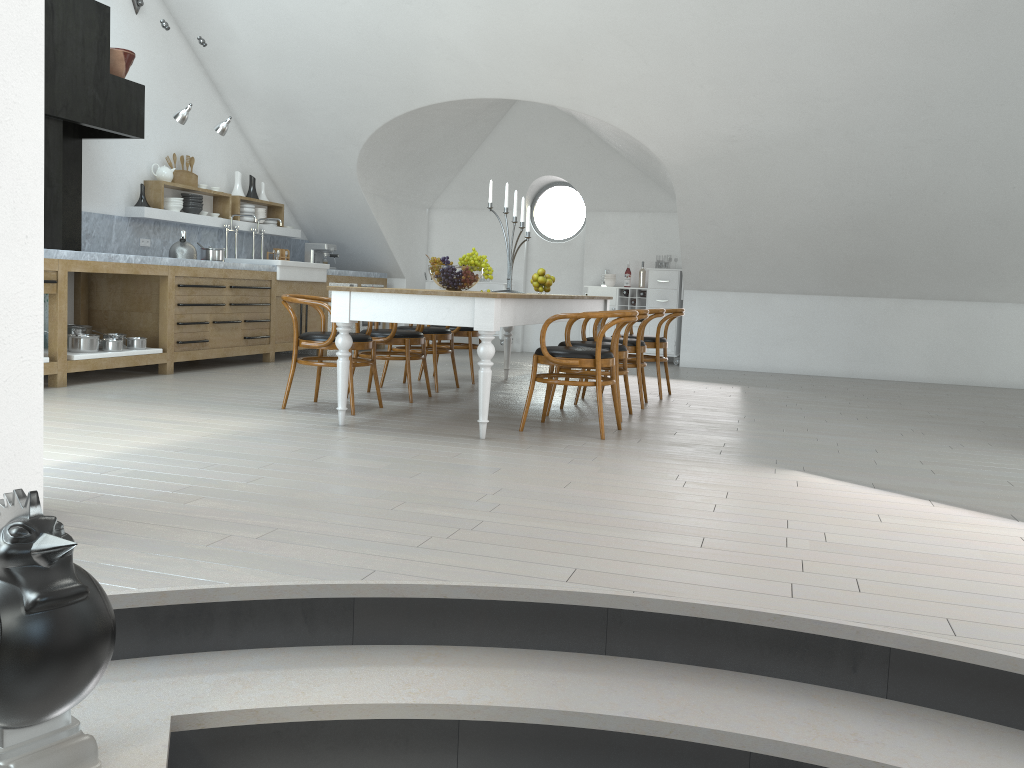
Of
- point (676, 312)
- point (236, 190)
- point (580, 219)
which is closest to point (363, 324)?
point (236, 190)

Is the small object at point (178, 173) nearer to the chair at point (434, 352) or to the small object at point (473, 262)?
the chair at point (434, 352)

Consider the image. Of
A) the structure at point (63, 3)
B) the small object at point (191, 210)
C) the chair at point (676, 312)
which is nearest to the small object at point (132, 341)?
the structure at point (63, 3)

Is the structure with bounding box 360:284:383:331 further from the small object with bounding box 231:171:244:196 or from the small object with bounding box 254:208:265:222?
the small object with bounding box 231:171:244:196

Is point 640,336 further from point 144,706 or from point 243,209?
point 243,209

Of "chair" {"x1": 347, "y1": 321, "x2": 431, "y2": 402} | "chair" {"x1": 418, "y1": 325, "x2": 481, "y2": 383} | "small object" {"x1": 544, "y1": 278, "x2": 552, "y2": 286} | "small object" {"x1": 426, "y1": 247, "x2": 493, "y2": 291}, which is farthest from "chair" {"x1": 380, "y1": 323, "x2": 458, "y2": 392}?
"small object" {"x1": 426, "y1": 247, "x2": 493, "y2": 291}

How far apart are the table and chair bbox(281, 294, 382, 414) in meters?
0.5 m

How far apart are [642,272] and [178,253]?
5.52m

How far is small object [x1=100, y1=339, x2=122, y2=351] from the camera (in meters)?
6.75

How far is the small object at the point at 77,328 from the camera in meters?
7.2
